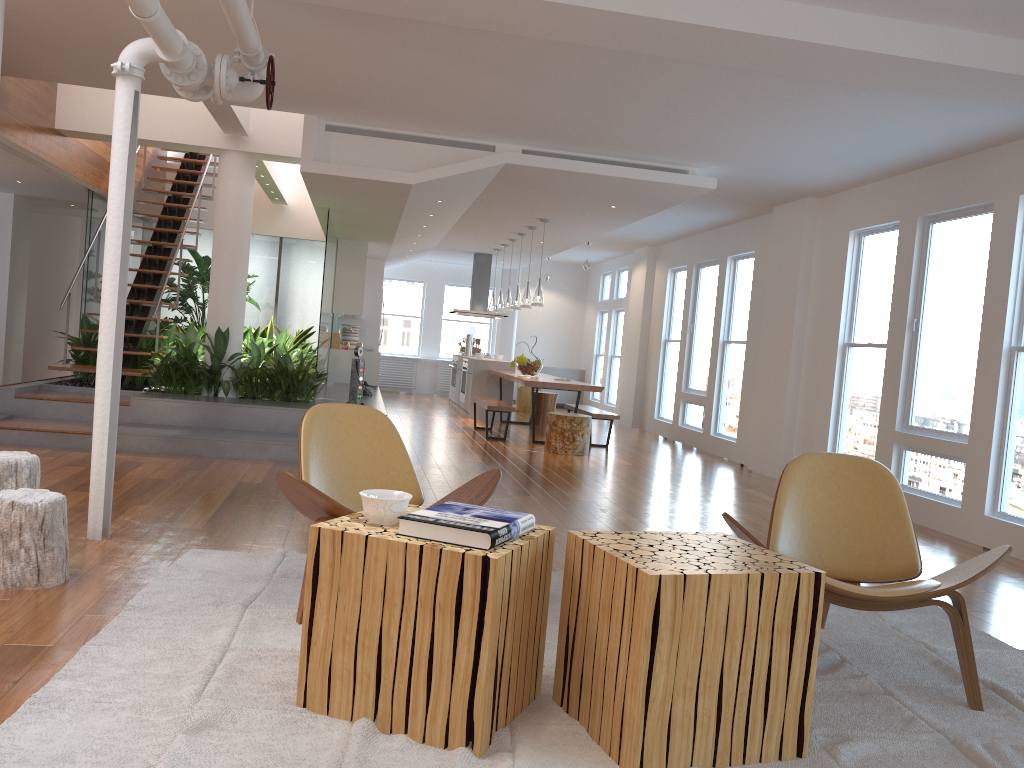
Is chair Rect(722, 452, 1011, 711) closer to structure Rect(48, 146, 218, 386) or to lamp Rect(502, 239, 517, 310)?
structure Rect(48, 146, 218, 386)

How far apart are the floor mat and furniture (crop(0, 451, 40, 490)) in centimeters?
66cm

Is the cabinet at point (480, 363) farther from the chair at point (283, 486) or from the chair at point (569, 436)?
the chair at point (283, 486)

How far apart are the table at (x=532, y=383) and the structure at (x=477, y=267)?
Result: 2.79m

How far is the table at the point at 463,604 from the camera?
2.3m

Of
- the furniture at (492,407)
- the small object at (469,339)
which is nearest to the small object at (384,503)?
the furniture at (492,407)

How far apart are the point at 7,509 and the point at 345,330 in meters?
10.3 m

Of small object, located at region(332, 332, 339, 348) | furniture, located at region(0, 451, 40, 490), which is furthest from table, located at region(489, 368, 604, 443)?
furniture, located at region(0, 451, 40, 490)

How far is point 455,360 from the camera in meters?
14.4

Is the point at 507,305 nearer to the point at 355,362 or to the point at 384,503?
the point at 355,362
